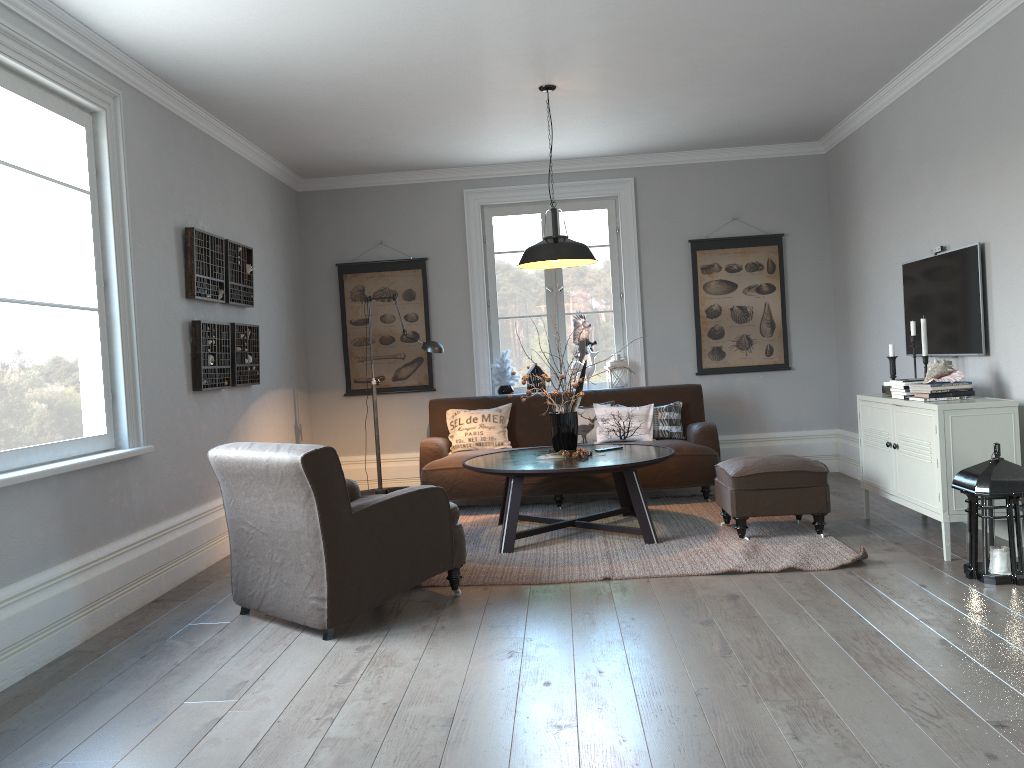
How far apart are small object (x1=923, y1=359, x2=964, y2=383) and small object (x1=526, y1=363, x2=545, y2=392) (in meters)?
3.38

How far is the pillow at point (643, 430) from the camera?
6.6 meters

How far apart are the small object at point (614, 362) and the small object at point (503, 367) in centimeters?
81cm

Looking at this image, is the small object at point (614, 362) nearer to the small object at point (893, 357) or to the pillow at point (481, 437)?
the pillow at point (481, 437)

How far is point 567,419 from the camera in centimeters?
537cm

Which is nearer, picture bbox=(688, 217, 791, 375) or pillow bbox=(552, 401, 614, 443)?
pillow bbox=(552, 401, 614, 443)

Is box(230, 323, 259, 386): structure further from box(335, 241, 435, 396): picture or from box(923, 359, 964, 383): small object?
box(923, 359, 964, 383): small object

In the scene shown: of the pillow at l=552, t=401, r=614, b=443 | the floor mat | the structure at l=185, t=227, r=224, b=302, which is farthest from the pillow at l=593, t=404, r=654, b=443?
the structure at l=185, t=227, r=224, b=302

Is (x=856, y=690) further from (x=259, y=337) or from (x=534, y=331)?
(x=534, y=331)

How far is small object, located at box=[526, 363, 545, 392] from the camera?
7.39m
